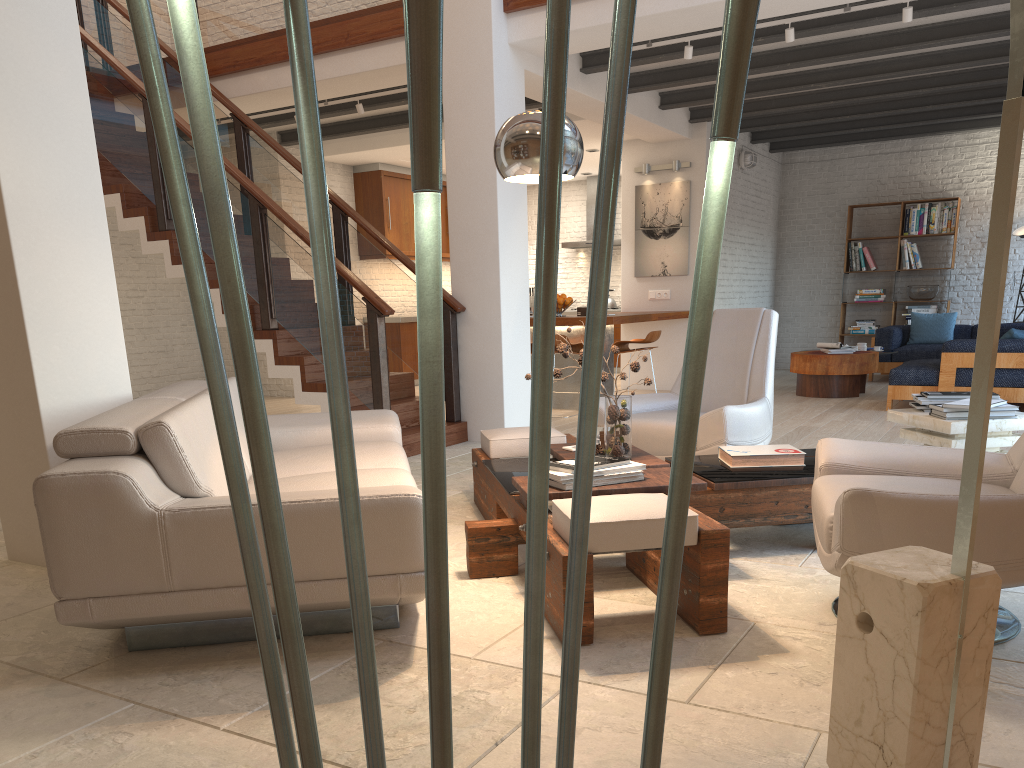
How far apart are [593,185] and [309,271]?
7.85m

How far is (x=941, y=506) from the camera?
2.40m

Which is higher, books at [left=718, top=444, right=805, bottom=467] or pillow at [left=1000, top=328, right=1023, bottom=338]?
pillow at [left=1000, top=328, right=1023, bottom=338]

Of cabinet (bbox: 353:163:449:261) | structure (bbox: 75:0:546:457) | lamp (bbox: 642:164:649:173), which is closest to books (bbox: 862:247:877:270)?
lamp (bbox: 642:164:649:173)

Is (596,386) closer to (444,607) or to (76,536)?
(444,607)

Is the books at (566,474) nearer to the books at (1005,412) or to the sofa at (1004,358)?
the books at (1005,412)

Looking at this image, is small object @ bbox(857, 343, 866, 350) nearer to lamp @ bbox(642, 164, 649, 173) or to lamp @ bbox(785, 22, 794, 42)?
lamp @ bbox(642, 164, 649, 173)

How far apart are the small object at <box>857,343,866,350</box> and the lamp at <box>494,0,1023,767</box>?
7.54m

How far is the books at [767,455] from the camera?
3.82m

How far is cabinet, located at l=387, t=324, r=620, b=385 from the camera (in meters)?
11.83
